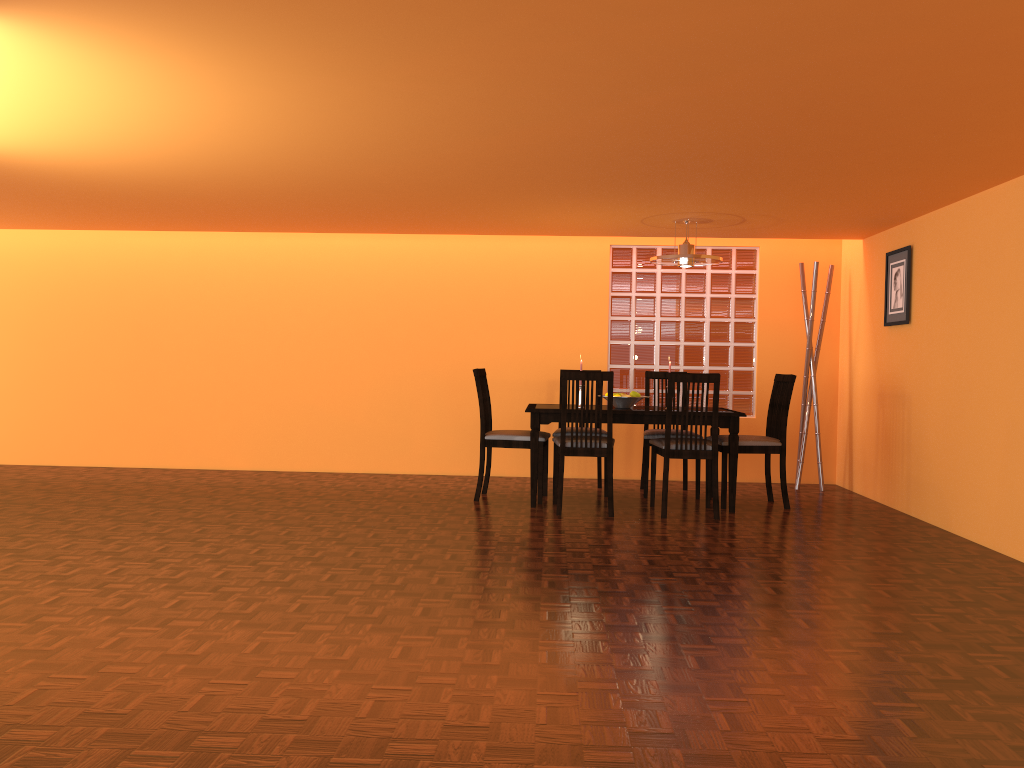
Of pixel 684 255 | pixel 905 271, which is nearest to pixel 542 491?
pixel 684 255

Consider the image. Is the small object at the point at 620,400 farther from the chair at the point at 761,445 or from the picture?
the picture

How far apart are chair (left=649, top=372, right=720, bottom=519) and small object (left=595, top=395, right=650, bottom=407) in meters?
0.3

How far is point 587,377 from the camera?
4.8m

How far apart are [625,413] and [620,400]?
0.27m

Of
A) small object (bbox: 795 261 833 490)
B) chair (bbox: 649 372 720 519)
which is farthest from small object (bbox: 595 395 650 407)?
small object (bbox: 795 261 833 490)

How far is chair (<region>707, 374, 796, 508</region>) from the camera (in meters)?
5.24

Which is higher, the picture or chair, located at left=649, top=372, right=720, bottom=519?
the picture

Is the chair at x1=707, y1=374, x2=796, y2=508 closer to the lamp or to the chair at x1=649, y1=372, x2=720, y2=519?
the chair at x1=649, y1=372, x2=720, y2=519

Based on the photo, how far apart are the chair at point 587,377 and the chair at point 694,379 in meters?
0.3
